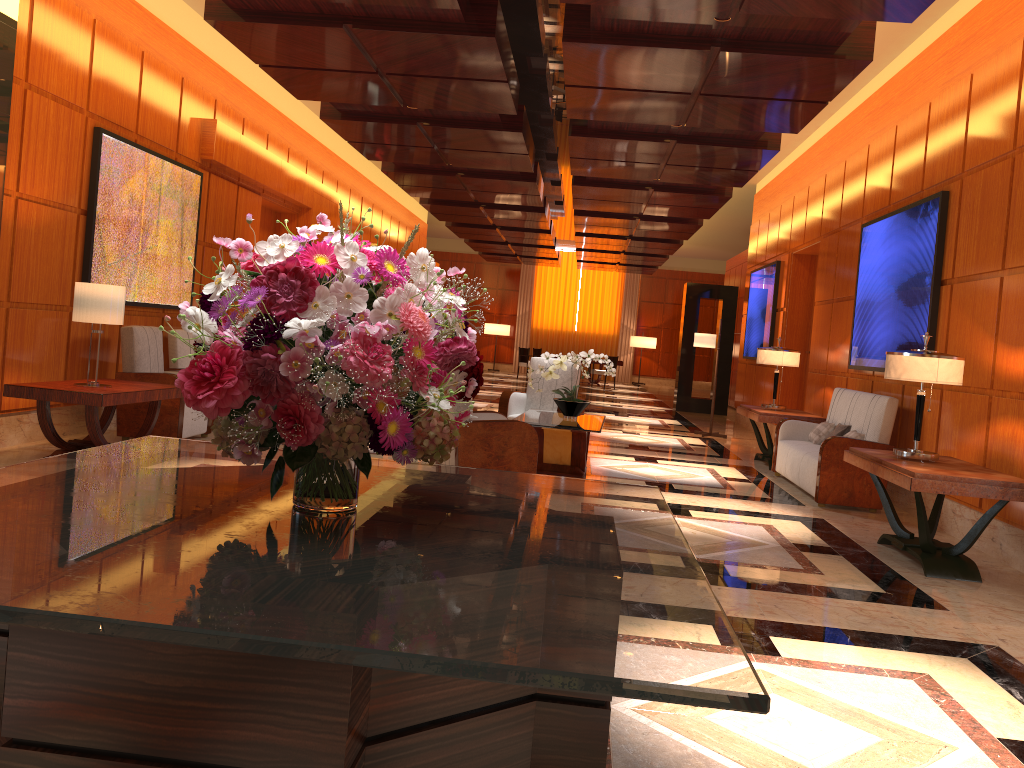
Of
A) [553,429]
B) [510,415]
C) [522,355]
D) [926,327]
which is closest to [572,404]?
[553,429]

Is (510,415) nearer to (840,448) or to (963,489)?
(840,448)

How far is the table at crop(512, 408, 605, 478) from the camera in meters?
7.0 m

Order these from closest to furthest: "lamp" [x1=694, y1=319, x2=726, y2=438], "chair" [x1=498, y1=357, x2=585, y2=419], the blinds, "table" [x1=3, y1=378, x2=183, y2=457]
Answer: "table" [x1=3, y1=378, x2=183, y2=457]
"chair" [x1=498, y1=357, x2=585, y2=419]
"lamp" [x1=694, y1=319, x2=726, y2=438]
the blinds

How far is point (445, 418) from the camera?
1.8m

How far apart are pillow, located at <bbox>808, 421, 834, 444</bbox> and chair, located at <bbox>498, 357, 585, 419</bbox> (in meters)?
2.39

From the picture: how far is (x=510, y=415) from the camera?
8.99m

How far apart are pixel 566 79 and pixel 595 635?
6.52m

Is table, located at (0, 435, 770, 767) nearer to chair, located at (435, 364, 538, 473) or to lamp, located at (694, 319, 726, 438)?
chair, located at (435, 364, 538, 473)

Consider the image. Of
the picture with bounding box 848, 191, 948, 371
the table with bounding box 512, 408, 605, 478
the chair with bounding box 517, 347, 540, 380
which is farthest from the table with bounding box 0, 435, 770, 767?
the chair with bounding box 517, 347, 540, 380
